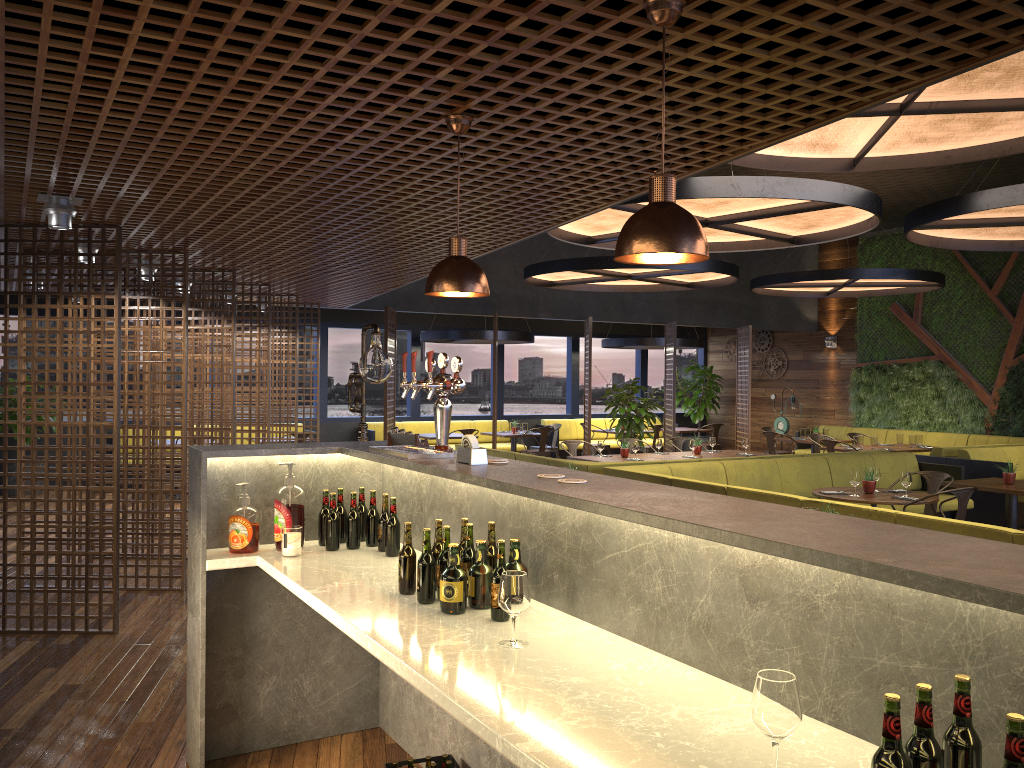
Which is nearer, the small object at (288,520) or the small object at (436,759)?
the small object at (436,759)

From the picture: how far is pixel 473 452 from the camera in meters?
3.2

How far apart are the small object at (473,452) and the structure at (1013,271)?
13.2 meters

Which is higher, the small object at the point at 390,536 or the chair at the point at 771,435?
the small object at the point at 390,536

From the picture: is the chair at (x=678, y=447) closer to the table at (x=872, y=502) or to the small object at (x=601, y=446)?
the small object at (x=601, y=446)

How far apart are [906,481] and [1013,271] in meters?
8.5 m

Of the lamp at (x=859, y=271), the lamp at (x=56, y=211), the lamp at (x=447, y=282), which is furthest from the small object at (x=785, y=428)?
the lamp at (x=447, y=282)

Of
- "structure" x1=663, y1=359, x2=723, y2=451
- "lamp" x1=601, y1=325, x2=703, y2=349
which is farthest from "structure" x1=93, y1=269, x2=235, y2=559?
A: "structure" x1=663, y1=359, x2=723, y2=451

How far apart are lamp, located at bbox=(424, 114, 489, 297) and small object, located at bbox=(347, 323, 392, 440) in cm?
189

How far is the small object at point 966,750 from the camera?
1.5m
